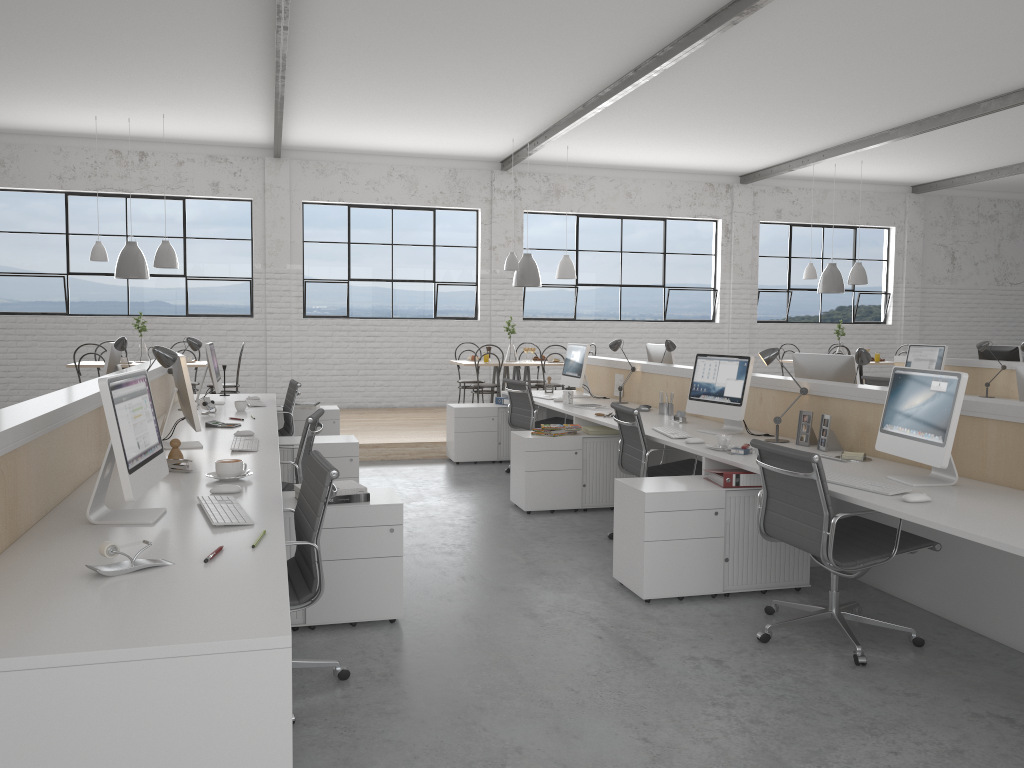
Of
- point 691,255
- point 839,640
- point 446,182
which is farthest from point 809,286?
point 839,640

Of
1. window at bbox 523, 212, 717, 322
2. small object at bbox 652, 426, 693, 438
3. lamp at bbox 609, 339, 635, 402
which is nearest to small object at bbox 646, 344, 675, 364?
lamp at bbox 609, 339, 635, 402

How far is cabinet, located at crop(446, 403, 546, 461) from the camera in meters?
6.2

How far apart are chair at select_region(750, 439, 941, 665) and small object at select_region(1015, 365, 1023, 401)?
0.8 meters

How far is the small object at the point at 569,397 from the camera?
5.5 meters

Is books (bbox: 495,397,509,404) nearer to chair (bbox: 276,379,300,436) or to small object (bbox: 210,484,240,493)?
chair (bbox: 276,379,300,436)

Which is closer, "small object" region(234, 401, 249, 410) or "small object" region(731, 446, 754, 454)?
"small object" region(731, 446, 754, 454)

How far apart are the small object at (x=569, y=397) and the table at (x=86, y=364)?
3.7m

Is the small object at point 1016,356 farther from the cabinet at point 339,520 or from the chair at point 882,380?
the cabinet at point 339,520

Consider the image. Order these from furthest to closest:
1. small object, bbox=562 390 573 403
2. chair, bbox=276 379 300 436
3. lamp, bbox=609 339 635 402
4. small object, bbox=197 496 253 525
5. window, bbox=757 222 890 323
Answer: window, bbox=757 222 890 323 < lamp, bbox=609 339 635 402 < small object, bbox=562 390 573 403 < chair, bbox=276 379 300 436 < small object, bbox=197 496 253 525
